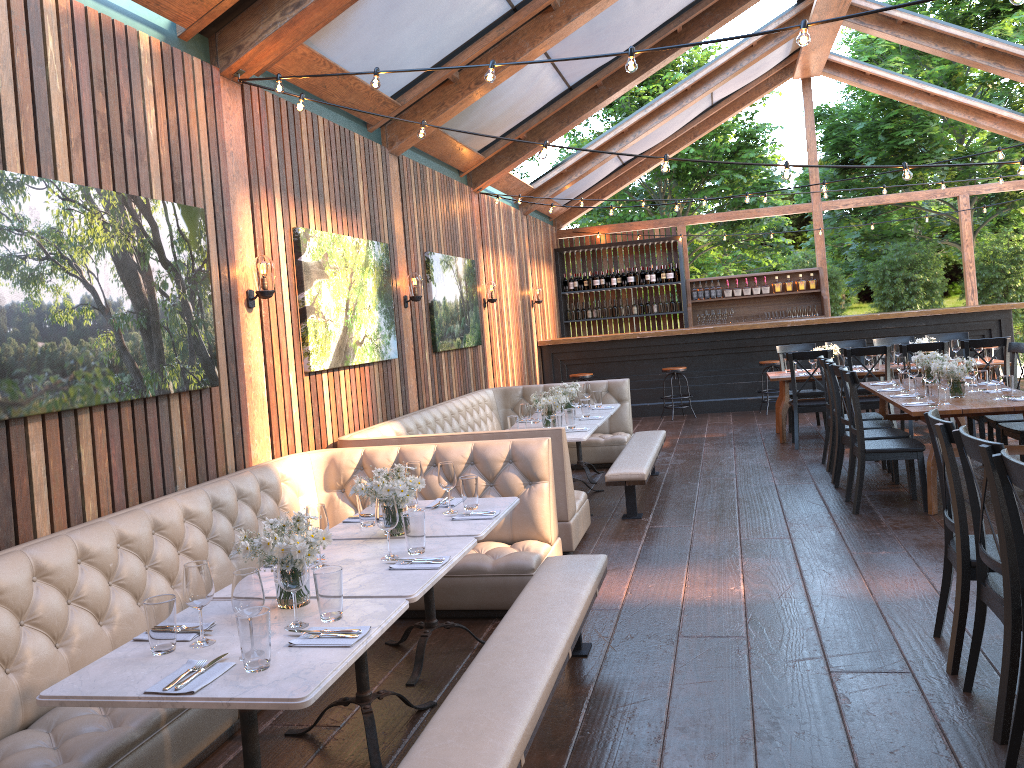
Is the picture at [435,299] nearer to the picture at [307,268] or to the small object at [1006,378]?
the picture at [307,268]

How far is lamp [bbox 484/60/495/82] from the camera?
4.3m

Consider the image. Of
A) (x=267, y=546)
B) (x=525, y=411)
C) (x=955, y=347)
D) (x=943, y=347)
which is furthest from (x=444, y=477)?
(x=955, y=347)

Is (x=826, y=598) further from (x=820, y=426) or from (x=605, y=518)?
(x=820, y=426)

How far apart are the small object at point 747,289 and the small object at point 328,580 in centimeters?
1319cm

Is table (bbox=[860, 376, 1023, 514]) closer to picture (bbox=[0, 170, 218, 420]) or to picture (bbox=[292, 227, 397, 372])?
picture (bbox=[292, 227, 397, 372])

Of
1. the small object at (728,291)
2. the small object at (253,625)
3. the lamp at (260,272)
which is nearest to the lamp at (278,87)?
the lamp at (260,272)

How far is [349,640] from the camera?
2.62m

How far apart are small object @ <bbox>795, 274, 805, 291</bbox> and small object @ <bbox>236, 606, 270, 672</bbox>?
13.7 meters

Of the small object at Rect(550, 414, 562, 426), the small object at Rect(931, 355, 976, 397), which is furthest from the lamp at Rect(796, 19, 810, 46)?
the small object at Rect(931, 355, 976, 397)
